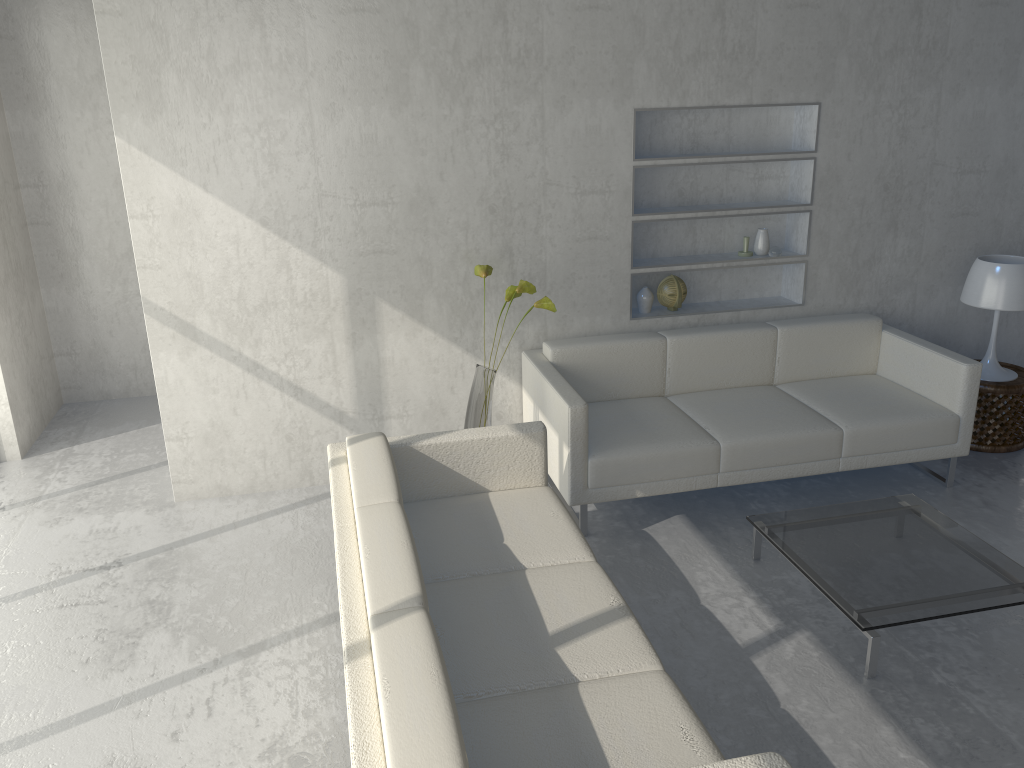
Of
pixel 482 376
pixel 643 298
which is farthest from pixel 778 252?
pixel 482 376

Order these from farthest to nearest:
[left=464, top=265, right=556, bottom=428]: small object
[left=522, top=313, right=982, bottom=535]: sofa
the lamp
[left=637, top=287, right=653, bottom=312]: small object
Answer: [left=637, top=287, right=653, bottom=312]: small object
the lamp
[left=464, top=265, right=556, bottom=428]: small object
[left=522, top=313, right=982, bottom=535]: sofa

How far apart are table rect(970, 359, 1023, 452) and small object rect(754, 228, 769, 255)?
1.2 meters

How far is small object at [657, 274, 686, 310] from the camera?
4.4 meters

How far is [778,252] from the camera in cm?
441

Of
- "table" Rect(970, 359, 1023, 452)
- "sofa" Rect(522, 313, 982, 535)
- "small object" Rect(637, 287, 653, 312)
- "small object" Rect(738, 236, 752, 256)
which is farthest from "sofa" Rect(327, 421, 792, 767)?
"table" Rect(970, 359, 1023, 452)

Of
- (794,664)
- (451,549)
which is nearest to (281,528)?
(451,549)

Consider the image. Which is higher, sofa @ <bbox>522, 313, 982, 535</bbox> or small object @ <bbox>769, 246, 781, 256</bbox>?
small object @ <bbox>769, 246, 781, 256</bbox>

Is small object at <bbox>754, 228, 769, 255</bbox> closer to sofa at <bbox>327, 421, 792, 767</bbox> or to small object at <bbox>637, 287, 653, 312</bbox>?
small object at <bbox>637, 287, 653, 312</bbox>

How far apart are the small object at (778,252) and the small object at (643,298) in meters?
0.6 m
